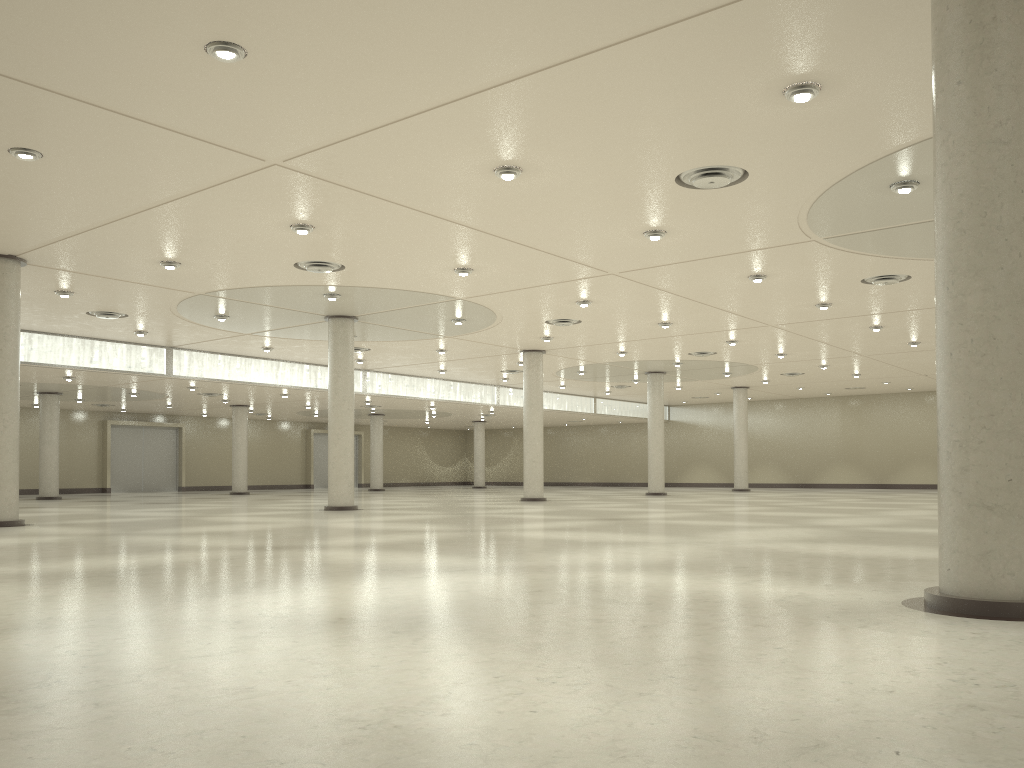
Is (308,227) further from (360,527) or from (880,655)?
(880,655)
